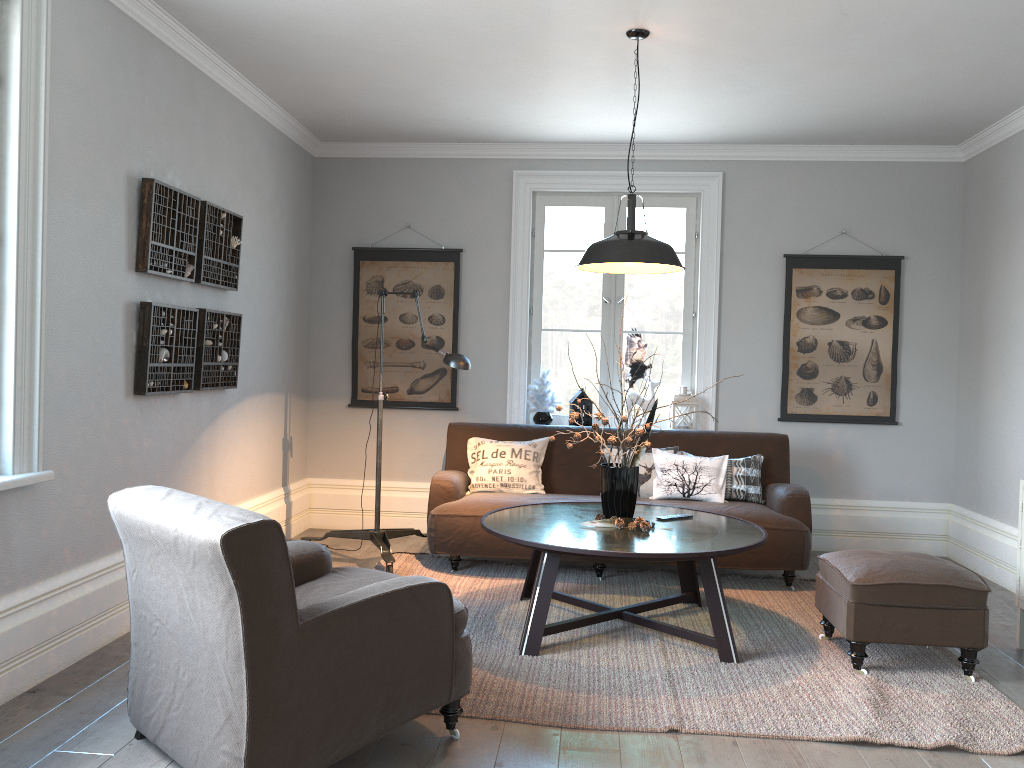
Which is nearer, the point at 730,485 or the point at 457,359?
the point at 457,359

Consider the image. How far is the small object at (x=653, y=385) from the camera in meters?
6.0

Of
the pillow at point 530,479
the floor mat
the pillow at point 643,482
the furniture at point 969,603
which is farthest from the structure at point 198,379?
the furniture at point 969,603

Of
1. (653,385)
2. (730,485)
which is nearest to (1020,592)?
(730,485)

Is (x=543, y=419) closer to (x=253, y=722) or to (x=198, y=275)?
(x=198, y=275)

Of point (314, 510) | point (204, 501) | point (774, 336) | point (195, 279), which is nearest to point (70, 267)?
point (195, 279)

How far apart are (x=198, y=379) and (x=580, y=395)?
2.6m

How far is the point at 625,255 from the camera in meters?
3.8

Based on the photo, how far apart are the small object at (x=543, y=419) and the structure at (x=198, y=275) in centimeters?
212cm

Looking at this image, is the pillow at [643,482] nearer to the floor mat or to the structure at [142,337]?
the floor mat
